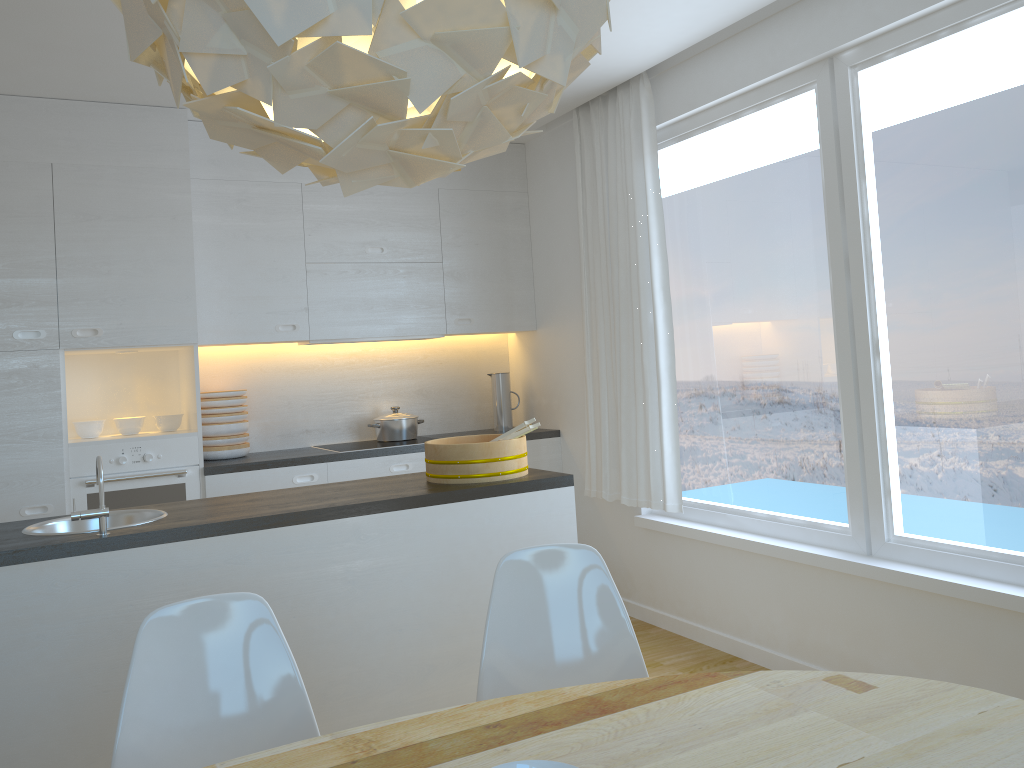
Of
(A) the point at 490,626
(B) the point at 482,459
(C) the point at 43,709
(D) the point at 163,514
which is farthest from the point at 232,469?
(A) the point at 490,626

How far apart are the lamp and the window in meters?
2.2 m

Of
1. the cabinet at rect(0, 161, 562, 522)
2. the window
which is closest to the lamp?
the window

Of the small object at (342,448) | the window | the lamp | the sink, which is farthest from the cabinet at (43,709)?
the small object at (342,448)

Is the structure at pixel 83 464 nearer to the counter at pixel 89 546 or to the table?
the counter at pixel 89 546

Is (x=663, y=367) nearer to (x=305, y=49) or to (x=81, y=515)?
(x=81, y=515)

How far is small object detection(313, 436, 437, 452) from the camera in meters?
4.8 m

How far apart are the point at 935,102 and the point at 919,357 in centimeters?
88cm

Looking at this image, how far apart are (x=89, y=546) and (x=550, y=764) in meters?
1.8

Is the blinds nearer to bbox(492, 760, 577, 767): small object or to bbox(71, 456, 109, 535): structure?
bbox(71, 456, 109, 535): structure
